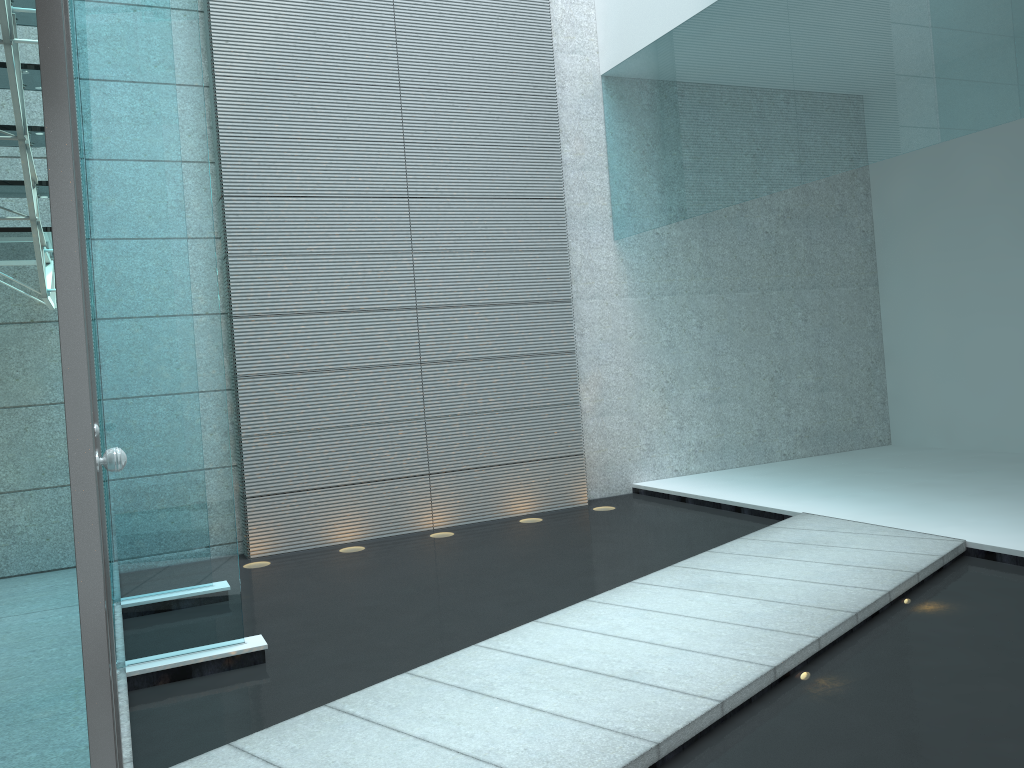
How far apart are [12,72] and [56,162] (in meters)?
1.99

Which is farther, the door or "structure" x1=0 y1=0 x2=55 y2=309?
"structure" x1=0 y1=0 x2=55 y2=309

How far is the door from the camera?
1.06m

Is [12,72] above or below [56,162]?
above

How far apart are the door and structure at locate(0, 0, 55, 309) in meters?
0.9

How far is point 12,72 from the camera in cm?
267

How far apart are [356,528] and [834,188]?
4.3m

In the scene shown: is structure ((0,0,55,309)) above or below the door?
above

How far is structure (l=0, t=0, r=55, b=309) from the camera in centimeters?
267cm
